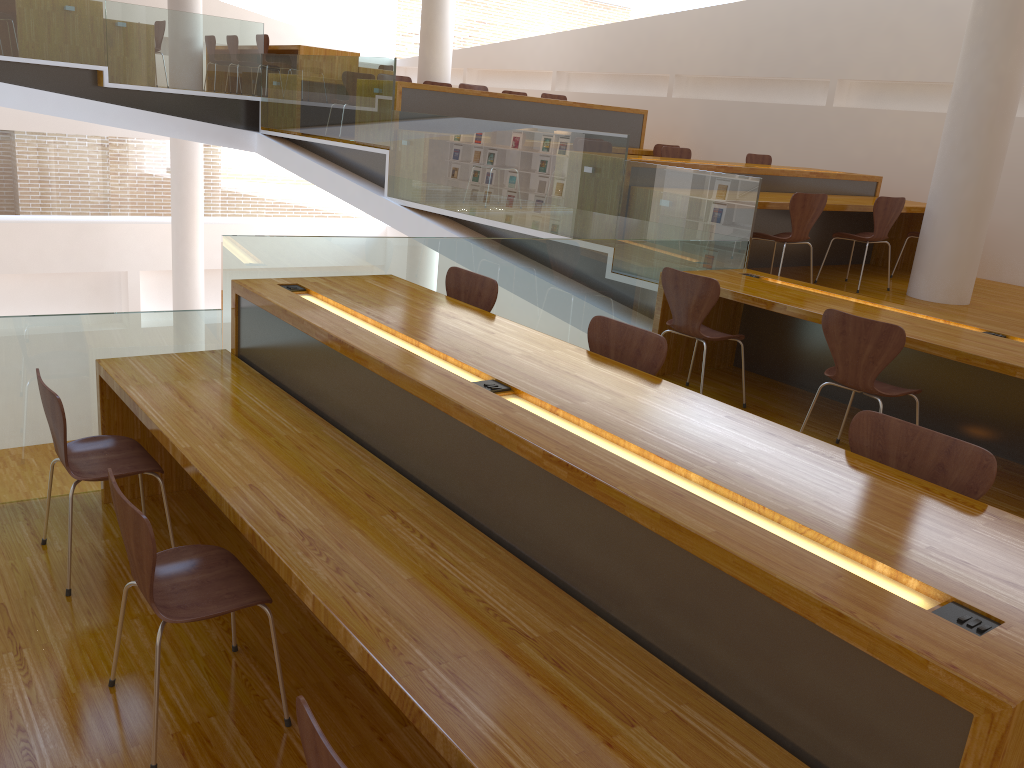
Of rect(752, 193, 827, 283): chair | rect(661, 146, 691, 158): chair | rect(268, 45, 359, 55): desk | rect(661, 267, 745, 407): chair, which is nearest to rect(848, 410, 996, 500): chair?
rect(661, 267, 745, 407): chair

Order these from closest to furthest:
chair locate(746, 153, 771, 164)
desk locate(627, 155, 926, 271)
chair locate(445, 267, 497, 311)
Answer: chair locate(445, 267, 497, 311)
desk locate(627, 155, 926, 271)
chair locate(746, 153, 771, 164)

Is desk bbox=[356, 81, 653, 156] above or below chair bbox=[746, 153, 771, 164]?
above

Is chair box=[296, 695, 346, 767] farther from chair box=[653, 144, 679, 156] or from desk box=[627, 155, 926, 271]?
chair box=[653, 144, 679, 156]

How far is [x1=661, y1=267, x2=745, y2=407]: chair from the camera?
4.37m

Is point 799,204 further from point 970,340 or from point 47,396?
point 47,396

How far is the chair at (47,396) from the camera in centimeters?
288cm

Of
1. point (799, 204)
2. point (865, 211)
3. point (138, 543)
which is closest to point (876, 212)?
point (865, 211)

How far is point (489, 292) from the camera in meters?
3.8 m

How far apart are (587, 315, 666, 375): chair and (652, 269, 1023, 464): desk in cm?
149
